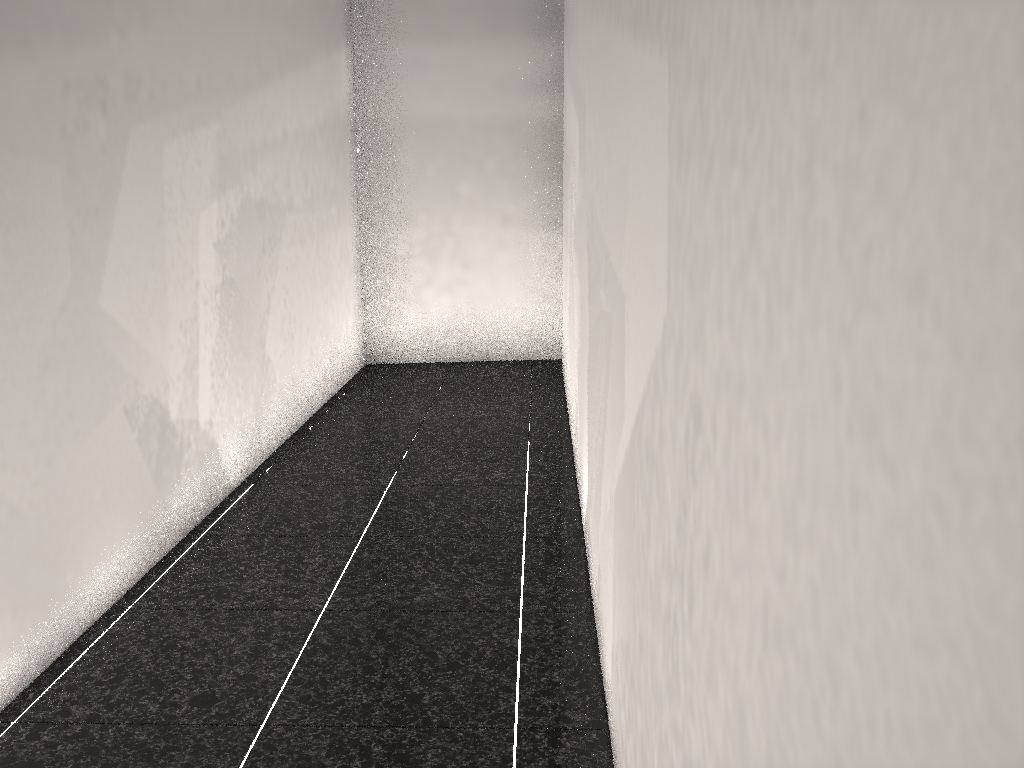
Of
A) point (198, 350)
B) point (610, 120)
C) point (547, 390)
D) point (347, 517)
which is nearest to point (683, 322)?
point (610, 120)
